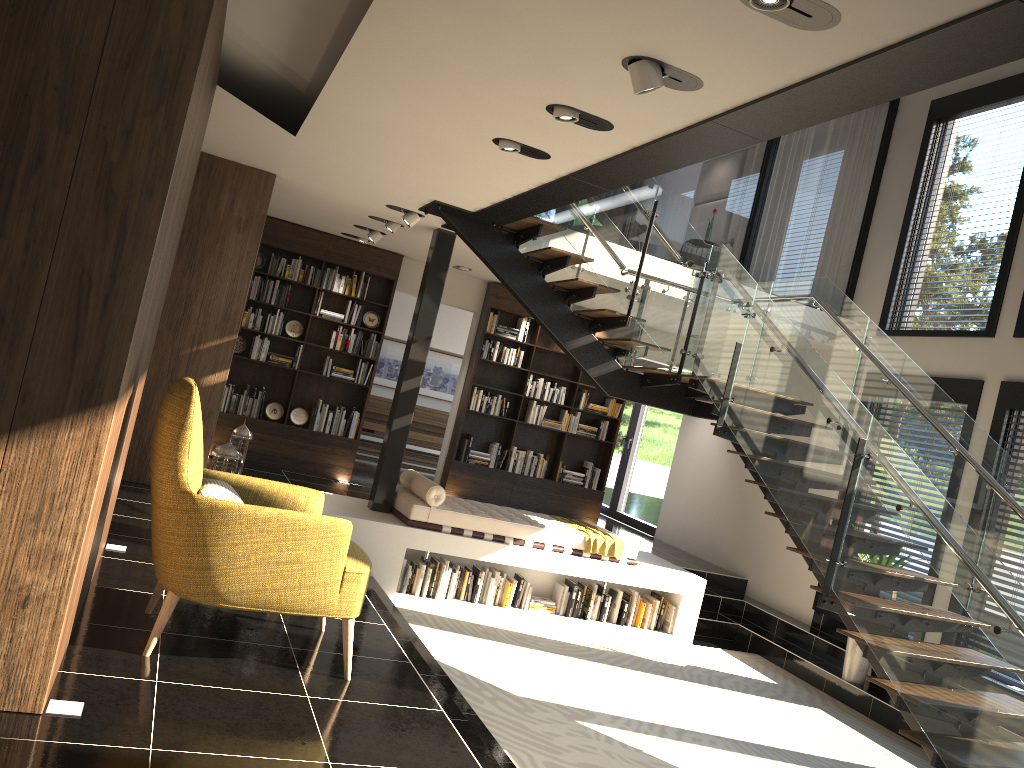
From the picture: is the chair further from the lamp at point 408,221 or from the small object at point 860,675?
the small object at point 860,675

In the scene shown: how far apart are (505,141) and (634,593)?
5.0m

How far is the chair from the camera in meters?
3.5

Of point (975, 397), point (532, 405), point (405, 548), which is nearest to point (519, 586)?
point (405, 548)

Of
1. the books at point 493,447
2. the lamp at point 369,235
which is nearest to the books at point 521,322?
the books at point 493,447

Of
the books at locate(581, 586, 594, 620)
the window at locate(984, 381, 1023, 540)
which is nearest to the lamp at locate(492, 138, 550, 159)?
the books at locate(581, 586, 594, 620)

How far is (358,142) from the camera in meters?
5.6

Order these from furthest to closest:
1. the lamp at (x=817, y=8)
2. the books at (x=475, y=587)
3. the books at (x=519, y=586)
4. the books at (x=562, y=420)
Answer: the books at (x=562, y=420) < the books at (x=519, y=586) < the books at (x=475, y=587) < the lamp at (x=817, y=8)

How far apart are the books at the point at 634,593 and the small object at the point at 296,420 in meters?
4.1

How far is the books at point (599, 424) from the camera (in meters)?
11.22
